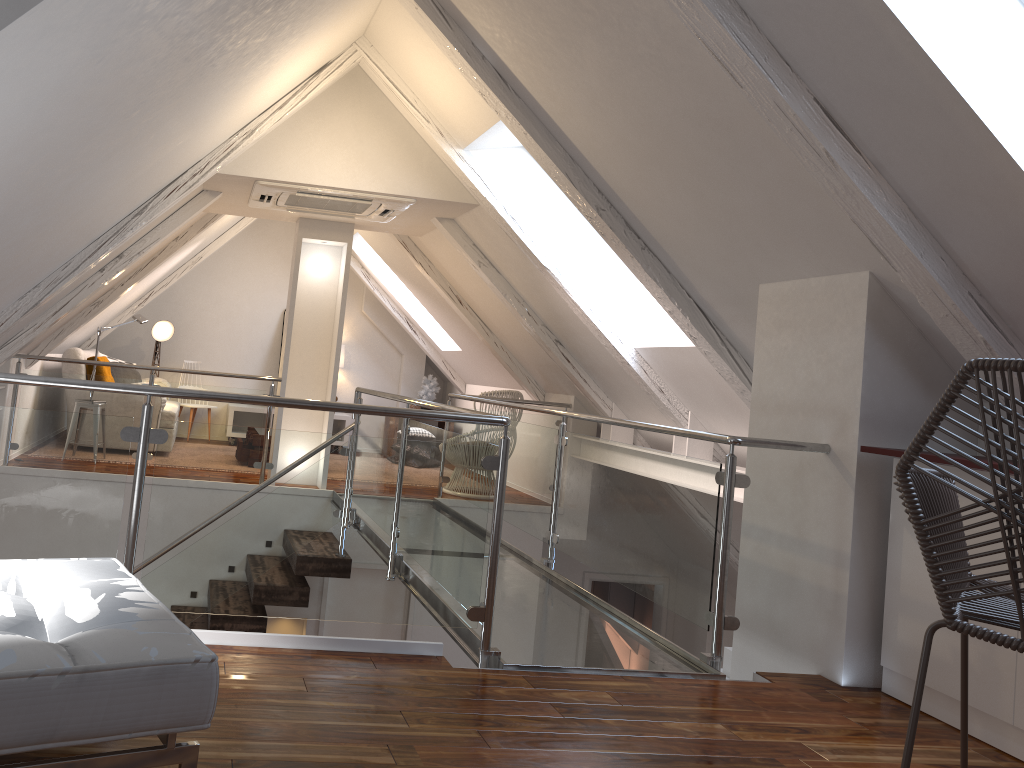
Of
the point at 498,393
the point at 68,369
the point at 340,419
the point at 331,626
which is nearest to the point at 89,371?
the point at 68,369

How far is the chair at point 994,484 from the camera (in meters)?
1.68

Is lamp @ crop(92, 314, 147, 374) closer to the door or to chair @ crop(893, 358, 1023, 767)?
the door

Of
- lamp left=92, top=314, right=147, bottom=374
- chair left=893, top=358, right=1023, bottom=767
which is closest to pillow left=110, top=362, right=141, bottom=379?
lamp left=92, top=314, right=147, bottom=374

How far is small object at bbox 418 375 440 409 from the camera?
8.7 meters

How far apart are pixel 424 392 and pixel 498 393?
2.6m

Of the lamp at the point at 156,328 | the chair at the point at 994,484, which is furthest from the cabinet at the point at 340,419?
the chair at the point at 994,484

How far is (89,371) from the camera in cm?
637

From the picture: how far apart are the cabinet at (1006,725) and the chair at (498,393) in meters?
3.6 m

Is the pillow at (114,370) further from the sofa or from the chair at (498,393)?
the chair at (498,393)
